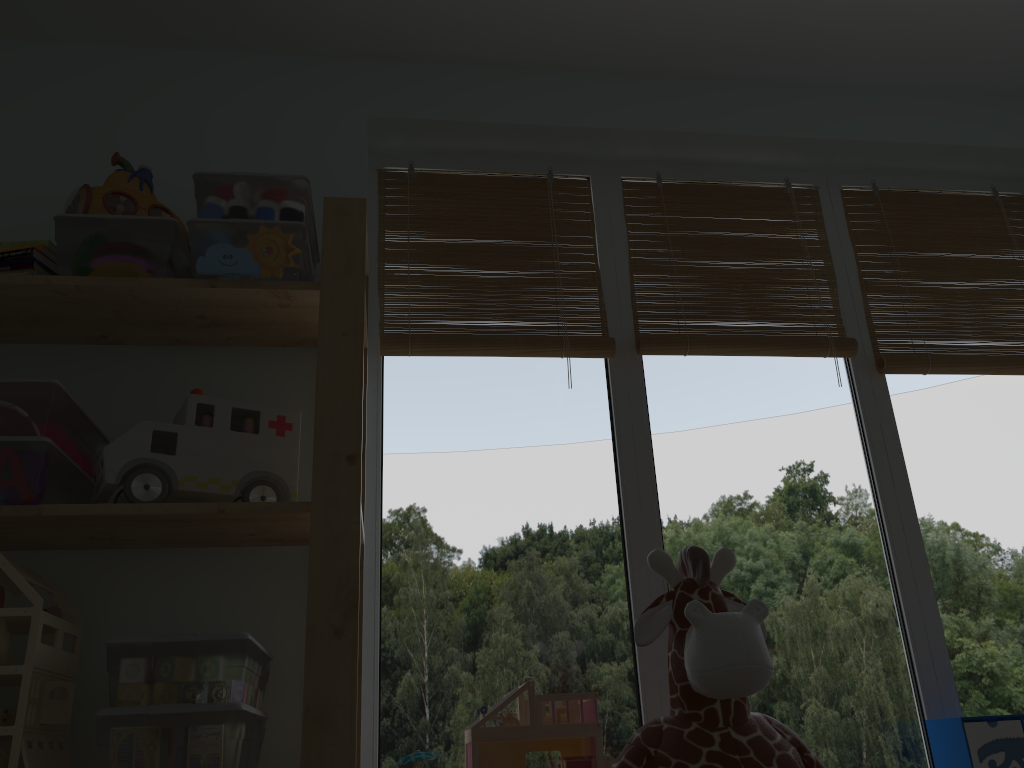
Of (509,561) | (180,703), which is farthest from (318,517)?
(509,561)

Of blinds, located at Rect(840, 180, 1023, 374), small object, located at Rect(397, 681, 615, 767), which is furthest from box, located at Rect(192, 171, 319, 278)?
blinds, located at Rect(840, 180, 1023, 374)

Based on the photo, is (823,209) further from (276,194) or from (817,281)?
(276,194)

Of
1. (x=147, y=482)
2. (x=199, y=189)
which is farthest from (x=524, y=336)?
(x=147, y=482)

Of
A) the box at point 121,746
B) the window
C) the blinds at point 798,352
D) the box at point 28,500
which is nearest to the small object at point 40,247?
the box at point 28,500

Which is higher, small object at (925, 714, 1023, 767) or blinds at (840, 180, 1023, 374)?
blinds at (840, 180, 1023, 374)

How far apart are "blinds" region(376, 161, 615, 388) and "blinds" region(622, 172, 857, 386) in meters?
0.1 m

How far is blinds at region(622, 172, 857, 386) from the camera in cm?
199

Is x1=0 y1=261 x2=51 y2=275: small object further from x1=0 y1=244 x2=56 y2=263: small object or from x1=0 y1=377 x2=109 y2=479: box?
x1=0 y1=377 x2=109 y2=479: box

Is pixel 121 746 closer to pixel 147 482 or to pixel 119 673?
pixel 119 673
